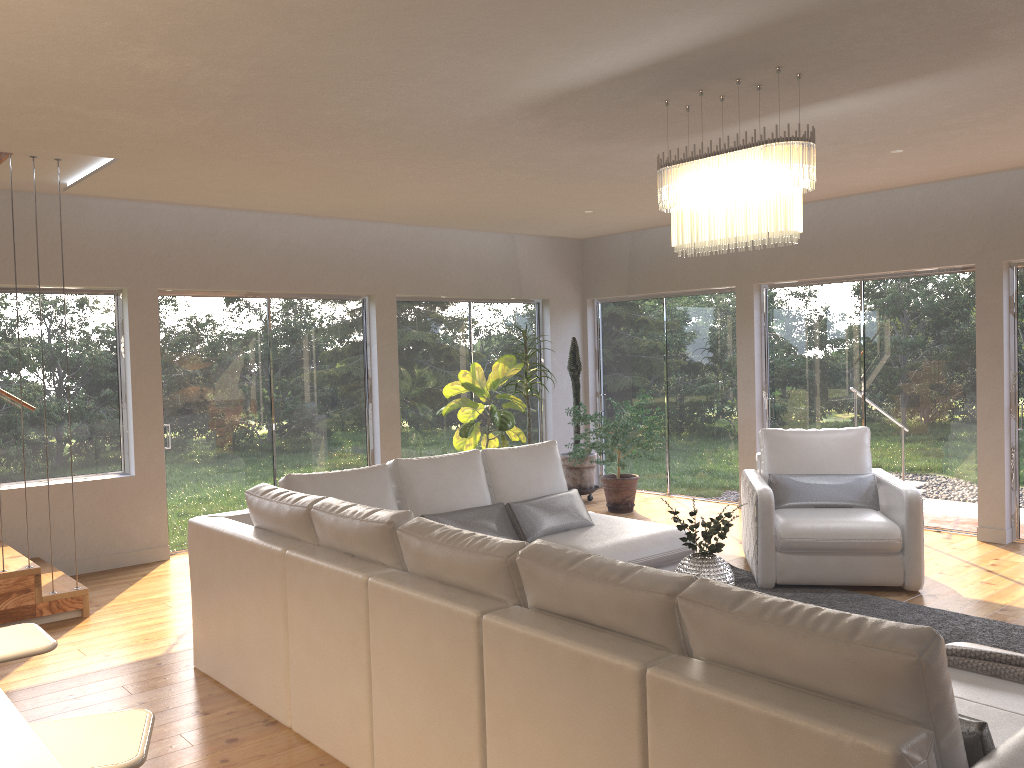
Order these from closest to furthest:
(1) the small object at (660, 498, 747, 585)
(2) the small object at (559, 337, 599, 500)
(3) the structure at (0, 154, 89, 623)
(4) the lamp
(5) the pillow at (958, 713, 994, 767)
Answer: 1. (5) the pillow at (958, 713, 994, 767)
2. (4) the lamp
3. (1) the small object at (660, 498, 747, 585)
4. (3) the structure at (0, 154, 89, 623)
5. (2) the small object at (559, 337, 599, 500)

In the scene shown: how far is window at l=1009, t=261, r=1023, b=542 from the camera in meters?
6.7

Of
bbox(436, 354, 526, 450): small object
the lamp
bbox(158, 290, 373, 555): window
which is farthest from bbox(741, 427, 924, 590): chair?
bbox(158, 290, 373, 555): window

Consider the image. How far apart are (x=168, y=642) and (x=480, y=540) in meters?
2.8

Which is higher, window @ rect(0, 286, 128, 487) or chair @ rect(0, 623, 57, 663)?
window @ rect(0, 286, 128, 487)

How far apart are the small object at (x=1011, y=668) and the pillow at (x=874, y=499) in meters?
3.0 m

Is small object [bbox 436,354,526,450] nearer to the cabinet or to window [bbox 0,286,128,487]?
window [bbox 0,286,128,487]

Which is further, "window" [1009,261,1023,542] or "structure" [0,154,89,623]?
"window" [1009,261,1023,542]

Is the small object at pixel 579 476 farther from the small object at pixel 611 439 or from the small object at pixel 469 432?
the small object at pixel 469 432

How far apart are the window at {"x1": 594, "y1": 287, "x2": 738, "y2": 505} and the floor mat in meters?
2.7 m
